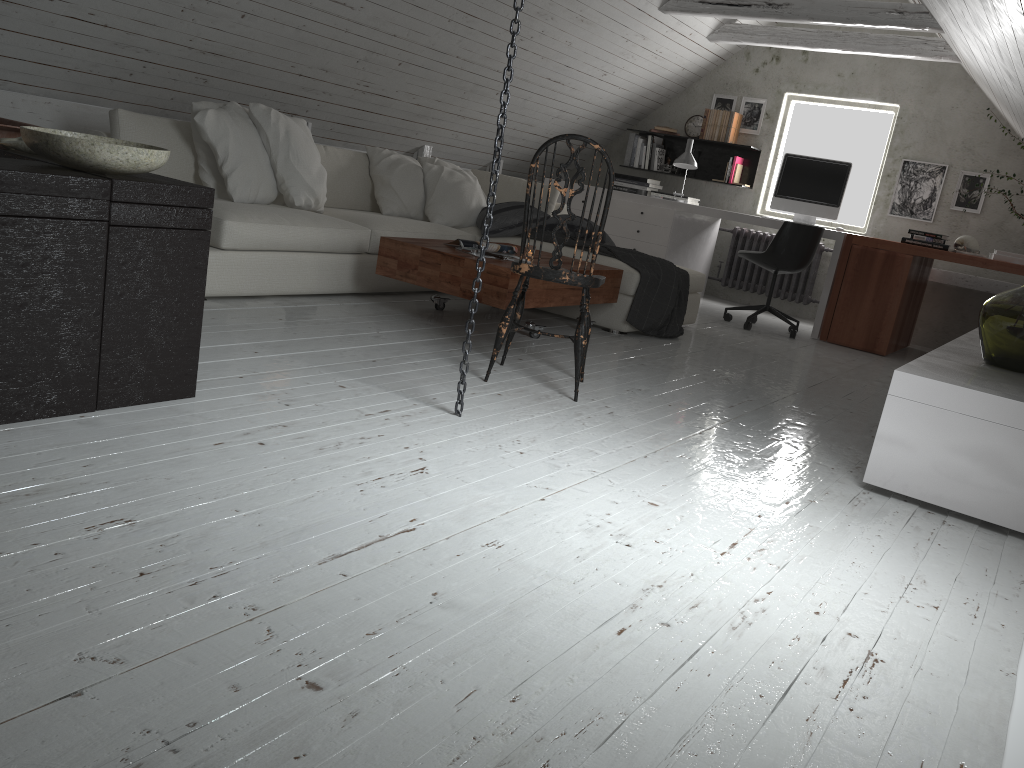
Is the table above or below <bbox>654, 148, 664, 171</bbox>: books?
below

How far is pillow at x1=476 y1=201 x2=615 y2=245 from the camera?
5.2m

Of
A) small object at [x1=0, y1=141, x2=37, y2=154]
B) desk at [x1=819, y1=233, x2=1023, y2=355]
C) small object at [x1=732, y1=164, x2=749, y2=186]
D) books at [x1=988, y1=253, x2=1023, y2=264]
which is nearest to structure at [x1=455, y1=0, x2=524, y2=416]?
small object at [x1=0, y1=141, x2=37, y2=154]

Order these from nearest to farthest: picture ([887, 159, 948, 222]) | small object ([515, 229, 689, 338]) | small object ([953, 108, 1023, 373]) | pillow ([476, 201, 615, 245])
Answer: small object ([953, 108, 1023, 373])
small object ([515, 229, 689, 338])
pillow ([476, 201, 615, 245])
picture ([887, 159, 948, 222])

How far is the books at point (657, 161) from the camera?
7.75m

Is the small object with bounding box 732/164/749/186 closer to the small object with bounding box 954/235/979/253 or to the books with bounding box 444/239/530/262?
the small object with bounding box 954/235/979/253

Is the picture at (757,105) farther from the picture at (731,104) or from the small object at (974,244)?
the small object at (974,244)

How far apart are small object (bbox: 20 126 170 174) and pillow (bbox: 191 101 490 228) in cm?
185

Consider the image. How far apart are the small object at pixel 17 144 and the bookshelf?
6.2m

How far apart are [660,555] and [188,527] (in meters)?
1.00
